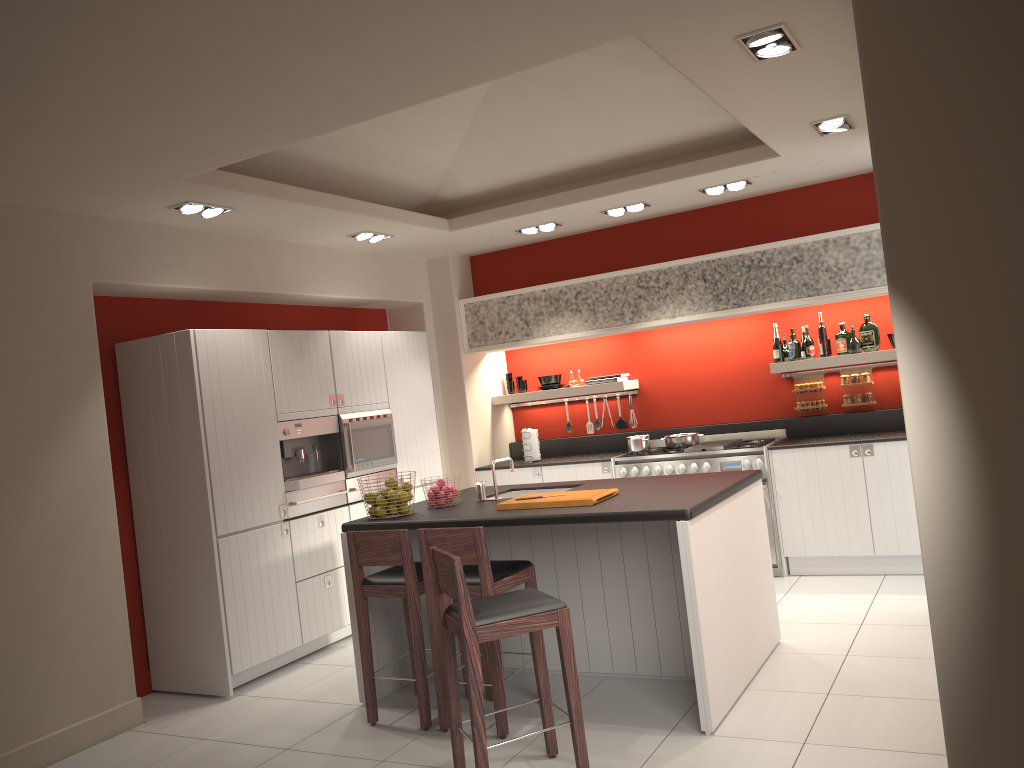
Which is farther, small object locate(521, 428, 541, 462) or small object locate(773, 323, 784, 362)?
small object locate(521, 428, 541, 462)

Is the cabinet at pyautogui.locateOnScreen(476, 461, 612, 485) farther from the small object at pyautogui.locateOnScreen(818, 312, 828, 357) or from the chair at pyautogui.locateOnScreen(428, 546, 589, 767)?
the chair at pyautogui.locateOnScreen(428, 546, 589, 767)

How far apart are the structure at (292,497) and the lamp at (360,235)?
1.9 meters

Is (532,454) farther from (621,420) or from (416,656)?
(416,656)

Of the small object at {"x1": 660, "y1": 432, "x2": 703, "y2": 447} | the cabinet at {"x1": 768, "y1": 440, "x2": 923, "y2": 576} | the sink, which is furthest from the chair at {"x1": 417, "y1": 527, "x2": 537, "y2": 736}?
the small object at {"x1": 660, "y1": 432, "x2": 703, "y2": 447}

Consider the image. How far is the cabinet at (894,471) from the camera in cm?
644

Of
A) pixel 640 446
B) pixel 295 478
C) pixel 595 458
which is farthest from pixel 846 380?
pixel 295 478

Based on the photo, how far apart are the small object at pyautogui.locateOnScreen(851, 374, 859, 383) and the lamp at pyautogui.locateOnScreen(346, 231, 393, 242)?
4.0 meters

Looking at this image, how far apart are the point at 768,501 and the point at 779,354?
1.2m

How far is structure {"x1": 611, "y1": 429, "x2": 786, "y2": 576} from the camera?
6.9 meters
